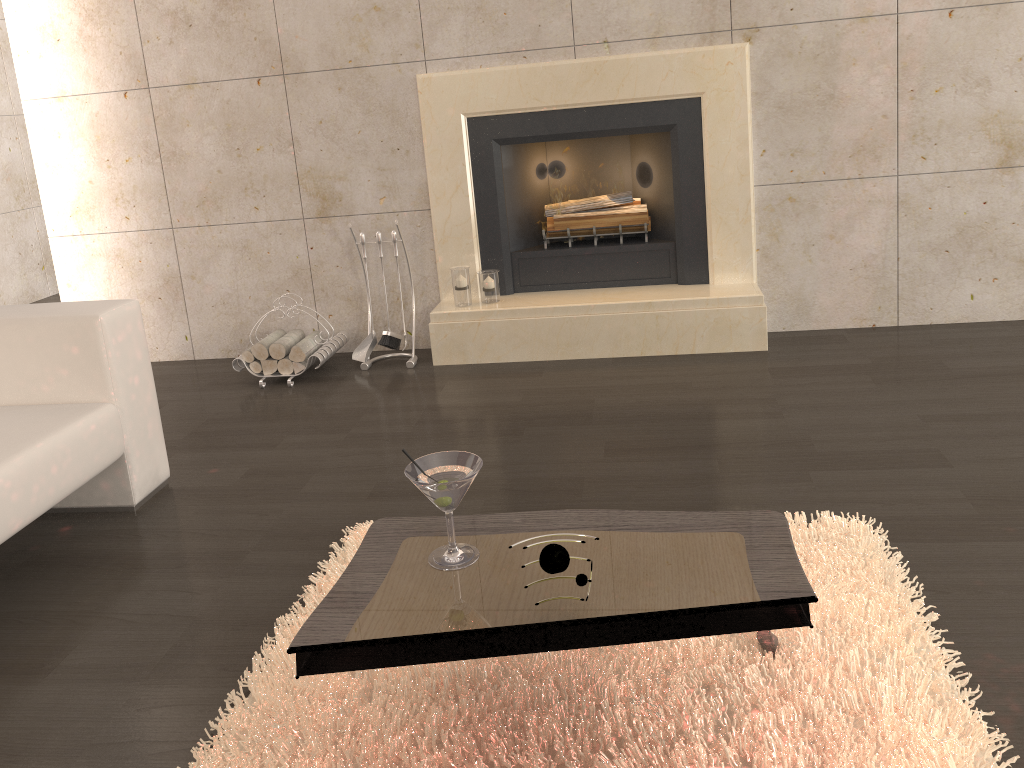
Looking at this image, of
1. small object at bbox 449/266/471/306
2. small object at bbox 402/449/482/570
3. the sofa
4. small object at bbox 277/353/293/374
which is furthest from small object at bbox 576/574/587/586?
small object at bbox 277/353/293/374

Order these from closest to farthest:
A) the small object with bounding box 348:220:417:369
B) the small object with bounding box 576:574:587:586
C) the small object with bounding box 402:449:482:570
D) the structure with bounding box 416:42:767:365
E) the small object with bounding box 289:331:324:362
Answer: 1. the small object with bounding box 576:574:587:586
2. the small object with bounding box 402:449:482:570
3. the structure with bounding box 416:42:767:365
4. the small object with bounding box 289:331:324:362
5. the small object with bounding box 348:220:417:369

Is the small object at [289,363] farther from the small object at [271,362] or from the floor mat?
the floor mat

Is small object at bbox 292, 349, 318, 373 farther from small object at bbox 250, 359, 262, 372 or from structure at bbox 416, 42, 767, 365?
structure at bbox 416, 42, 767, 365

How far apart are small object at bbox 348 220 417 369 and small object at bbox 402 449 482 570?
2.4m

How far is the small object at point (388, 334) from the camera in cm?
417

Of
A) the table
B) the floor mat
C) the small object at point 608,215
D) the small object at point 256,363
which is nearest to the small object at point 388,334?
the small object at point 256,363

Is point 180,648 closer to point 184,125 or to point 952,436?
point 952,436

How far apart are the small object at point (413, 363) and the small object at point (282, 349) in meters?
0.3

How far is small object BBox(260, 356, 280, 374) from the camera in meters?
4.1
